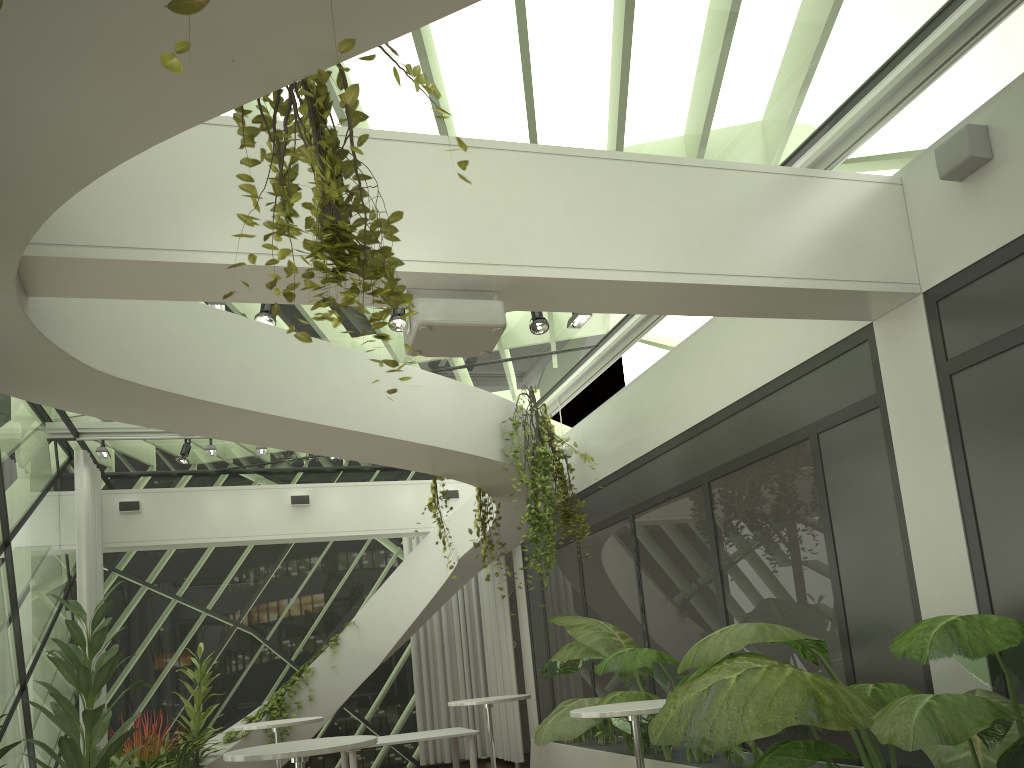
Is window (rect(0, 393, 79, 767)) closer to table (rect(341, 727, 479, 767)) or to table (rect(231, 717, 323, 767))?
table (rect(231, 717, 323, 767))

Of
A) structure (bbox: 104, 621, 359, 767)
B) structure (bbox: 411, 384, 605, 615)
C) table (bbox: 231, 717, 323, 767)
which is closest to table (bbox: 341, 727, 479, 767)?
structure (bbox: 104, 621, 359, 767)

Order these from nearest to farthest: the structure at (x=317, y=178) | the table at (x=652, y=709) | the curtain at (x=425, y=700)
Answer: the structure at (x=317, y=178) → the table at (x=652, y=709) → the curtain at (x=425, y=700)

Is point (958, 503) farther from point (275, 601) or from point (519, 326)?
point (275, 601)

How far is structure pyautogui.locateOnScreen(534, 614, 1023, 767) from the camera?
3.18m

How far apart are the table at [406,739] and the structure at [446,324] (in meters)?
6.02

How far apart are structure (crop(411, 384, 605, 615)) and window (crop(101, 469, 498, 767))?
4.87m

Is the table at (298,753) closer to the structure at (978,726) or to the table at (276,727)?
the structure at (978,726)

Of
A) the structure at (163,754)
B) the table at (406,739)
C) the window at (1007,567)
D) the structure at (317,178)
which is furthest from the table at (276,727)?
the structure at (317,178)

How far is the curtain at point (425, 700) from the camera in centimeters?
1236cm
